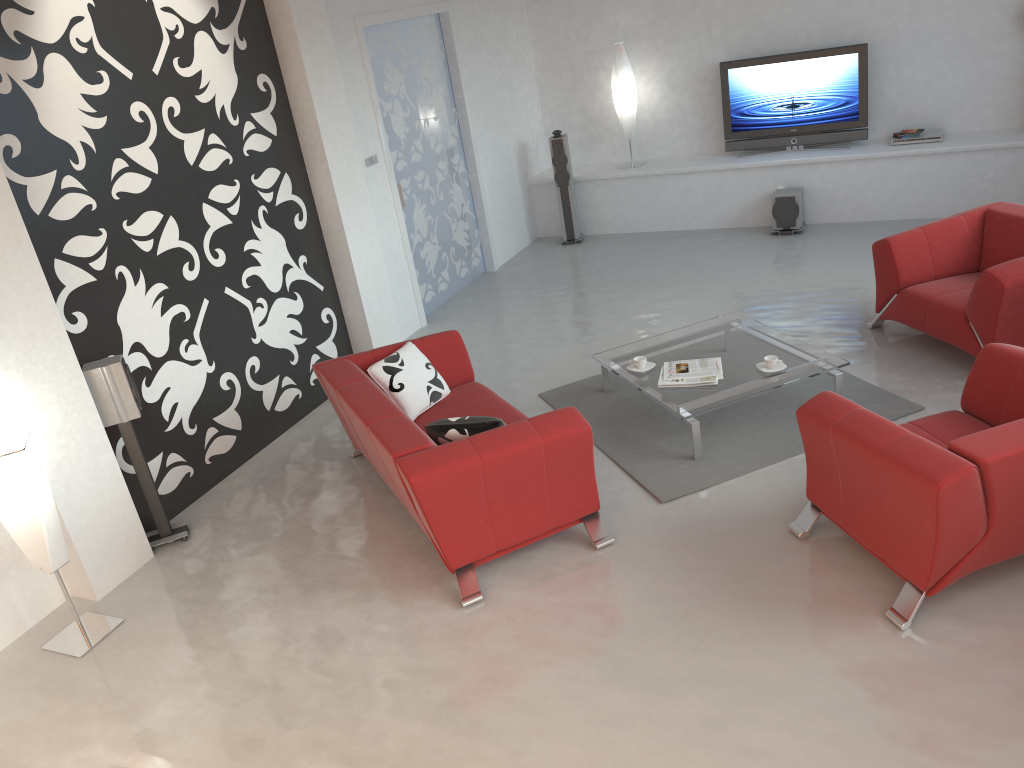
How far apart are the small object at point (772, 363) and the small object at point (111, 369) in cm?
344

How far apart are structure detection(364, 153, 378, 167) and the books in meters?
3.1

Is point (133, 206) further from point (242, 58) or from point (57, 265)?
point (242, 58)

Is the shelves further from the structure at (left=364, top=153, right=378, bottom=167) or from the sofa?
the sofa

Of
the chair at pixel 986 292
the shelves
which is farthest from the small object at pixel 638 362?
the shelves

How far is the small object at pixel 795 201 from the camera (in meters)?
8.34

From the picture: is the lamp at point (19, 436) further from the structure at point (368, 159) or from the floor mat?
A: the structure at point (368, 159)

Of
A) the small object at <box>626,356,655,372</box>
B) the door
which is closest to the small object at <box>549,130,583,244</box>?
the door

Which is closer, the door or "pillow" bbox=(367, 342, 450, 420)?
"pillow" bbox=(367, 342, 450, 420)

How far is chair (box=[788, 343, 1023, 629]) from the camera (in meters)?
3.21
